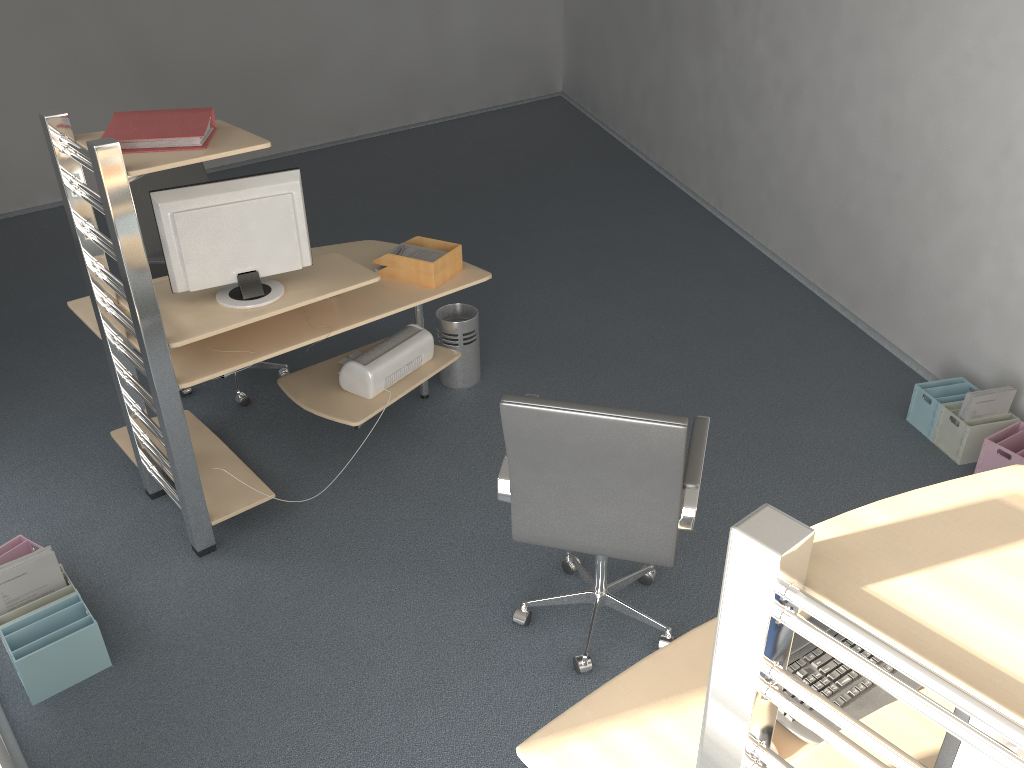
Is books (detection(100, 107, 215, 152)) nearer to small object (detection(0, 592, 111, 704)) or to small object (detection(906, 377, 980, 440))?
small object (detection(0, 592, 111, 704))

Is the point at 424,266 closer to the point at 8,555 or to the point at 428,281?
the point at 428,281

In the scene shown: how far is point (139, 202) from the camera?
4.05m

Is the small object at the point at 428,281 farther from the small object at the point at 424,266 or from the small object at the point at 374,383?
the small object at the point at 374,383

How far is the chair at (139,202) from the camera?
4.05m

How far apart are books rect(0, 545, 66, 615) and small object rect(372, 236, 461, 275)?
1.7m

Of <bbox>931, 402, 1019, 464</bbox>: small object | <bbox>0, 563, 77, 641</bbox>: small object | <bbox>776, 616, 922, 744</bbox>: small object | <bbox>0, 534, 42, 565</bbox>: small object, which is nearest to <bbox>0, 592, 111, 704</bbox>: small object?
<bbox>0, 563, 77, 641</bbox>: small object

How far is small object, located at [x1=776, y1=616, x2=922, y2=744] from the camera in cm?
181

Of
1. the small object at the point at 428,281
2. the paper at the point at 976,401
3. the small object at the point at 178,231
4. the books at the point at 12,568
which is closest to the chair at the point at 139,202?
the small object at the point at 178,231

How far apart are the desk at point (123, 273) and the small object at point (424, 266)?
0.1m
